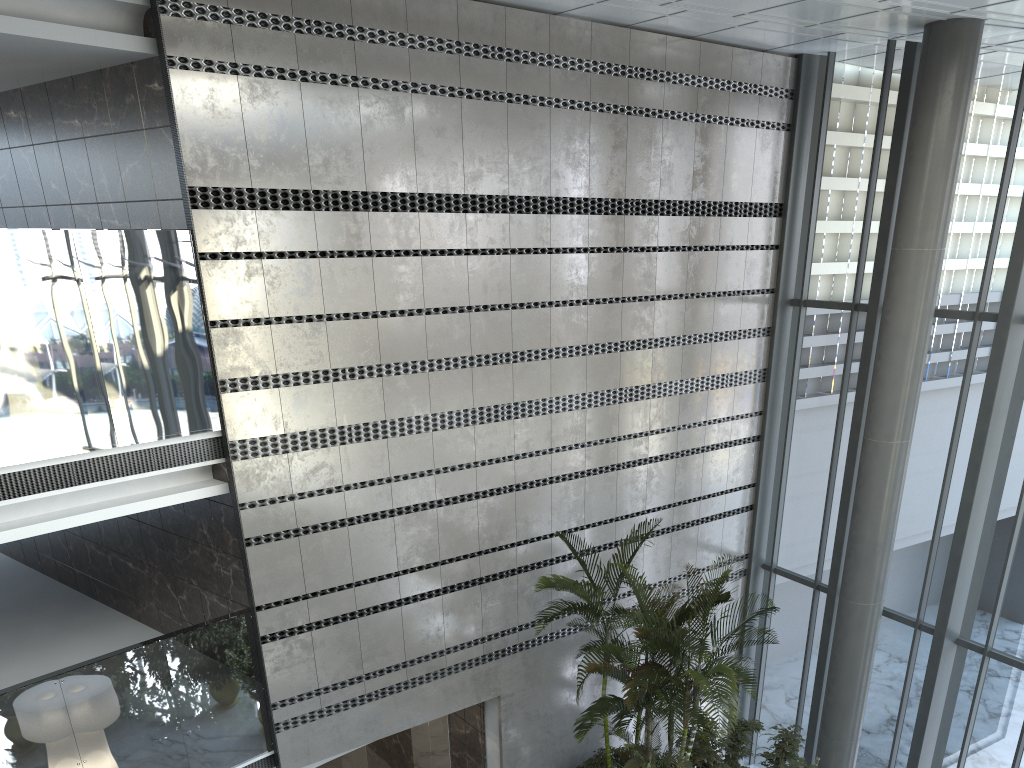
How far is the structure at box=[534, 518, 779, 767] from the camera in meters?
7.3 m

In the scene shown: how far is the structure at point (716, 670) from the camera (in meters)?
7.34

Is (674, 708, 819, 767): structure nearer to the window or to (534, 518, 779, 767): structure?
(534, 518, 779, 767): structure

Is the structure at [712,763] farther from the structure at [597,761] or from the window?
the window

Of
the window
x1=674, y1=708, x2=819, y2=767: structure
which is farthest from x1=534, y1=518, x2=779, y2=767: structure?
the window

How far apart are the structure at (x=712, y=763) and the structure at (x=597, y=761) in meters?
1.0

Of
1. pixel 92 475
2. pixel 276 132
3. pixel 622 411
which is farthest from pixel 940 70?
pixel 92 475

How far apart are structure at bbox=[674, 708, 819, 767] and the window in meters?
1.3 m

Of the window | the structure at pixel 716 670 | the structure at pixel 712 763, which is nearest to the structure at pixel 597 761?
the structure at pixel 716 670

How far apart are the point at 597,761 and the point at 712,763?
1.3 meters
